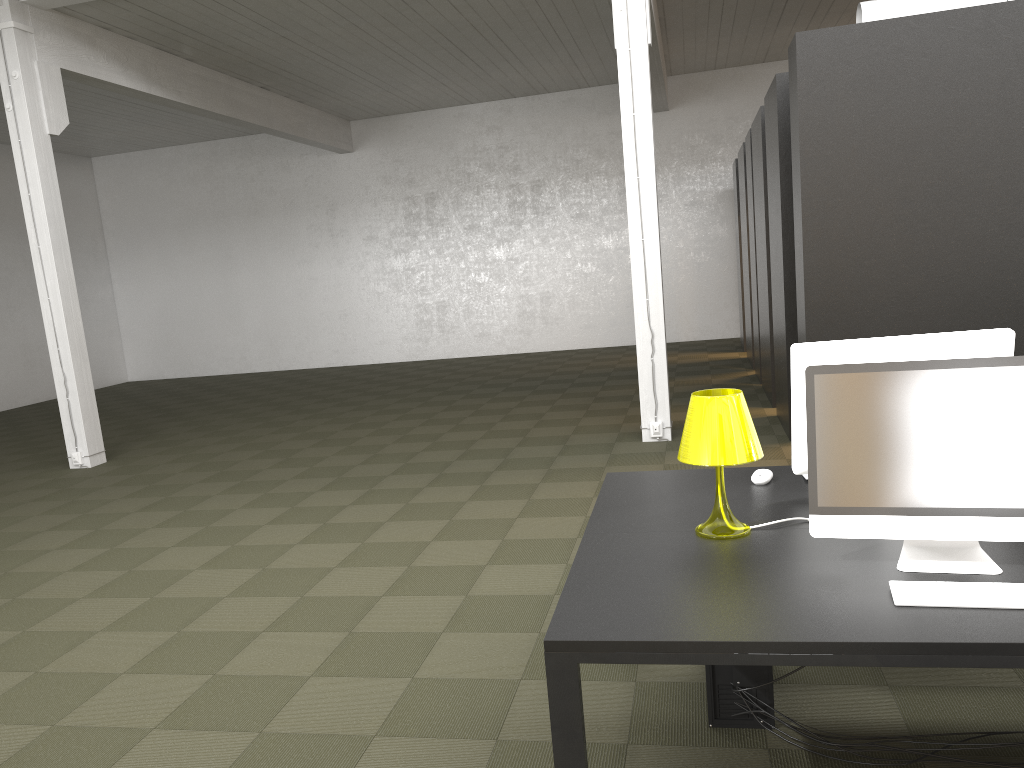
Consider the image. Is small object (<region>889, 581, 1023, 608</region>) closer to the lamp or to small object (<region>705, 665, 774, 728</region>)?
the lamp

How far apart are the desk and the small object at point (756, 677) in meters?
0.5 m

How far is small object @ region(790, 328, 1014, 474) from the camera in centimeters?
274cm

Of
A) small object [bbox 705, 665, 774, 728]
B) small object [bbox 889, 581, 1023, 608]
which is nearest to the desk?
small object [bbox 889, 581, 1023, 608]

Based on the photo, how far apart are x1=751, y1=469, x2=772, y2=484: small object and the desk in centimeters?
2cm

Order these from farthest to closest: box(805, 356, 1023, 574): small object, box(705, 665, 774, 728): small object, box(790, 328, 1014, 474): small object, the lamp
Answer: box(705, 665, 774, 728): small object < box(790, 328, 1014, 474): small object < the lamp < box(805, 356, 1023, 574): small object

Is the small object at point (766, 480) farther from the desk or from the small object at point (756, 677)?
the small object at point (756, 677)

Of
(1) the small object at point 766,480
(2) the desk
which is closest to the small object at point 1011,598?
(2) the desk

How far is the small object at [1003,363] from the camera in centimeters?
217cm

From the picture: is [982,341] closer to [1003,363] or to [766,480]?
[1003,363]
